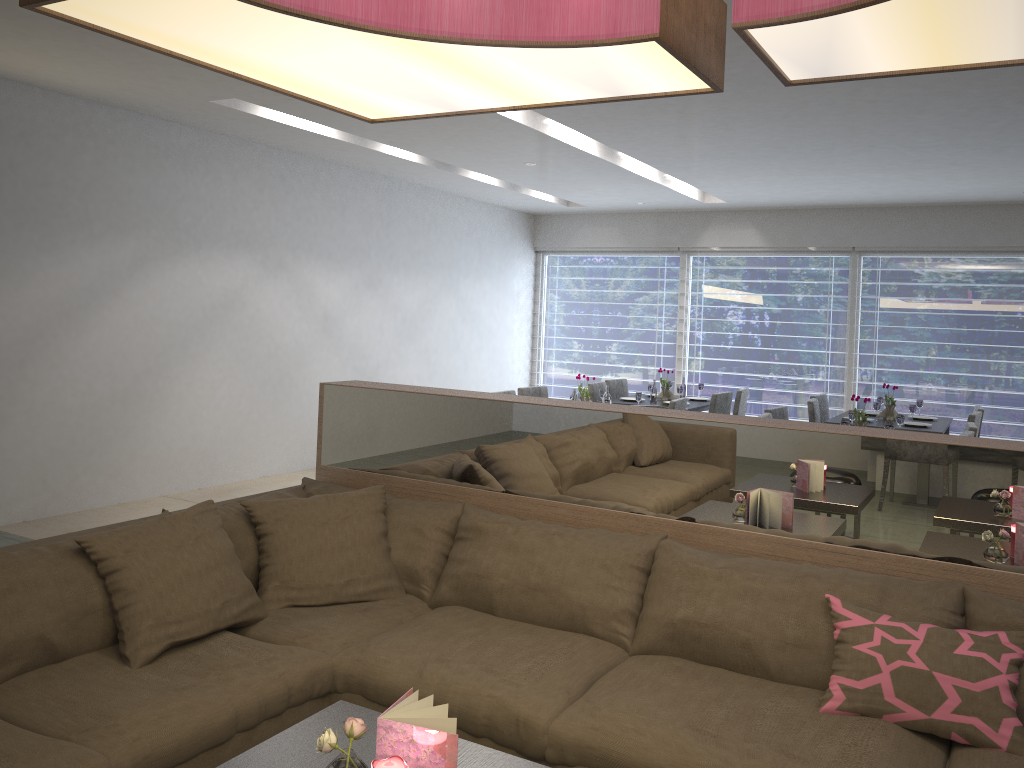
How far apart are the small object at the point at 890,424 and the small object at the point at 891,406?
1.7m

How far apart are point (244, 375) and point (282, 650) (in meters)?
4.43

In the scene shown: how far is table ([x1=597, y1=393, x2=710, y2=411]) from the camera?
7.1m

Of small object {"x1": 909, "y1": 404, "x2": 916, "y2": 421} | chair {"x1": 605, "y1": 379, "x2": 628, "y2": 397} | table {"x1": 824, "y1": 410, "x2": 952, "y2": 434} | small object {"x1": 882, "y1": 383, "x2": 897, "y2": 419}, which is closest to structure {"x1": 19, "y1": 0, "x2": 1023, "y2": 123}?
table {"x1": 824, "y1": 410, "x2": 952, "y2": 434}

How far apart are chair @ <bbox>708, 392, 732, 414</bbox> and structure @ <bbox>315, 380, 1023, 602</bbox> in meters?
4.1

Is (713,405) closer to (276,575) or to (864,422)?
(864,422)

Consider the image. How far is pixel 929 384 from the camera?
8.44m

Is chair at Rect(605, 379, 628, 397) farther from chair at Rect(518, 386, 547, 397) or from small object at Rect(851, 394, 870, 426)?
small object at Rect(851, 394, 870, 426)

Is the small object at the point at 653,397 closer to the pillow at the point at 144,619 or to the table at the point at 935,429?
the table at the point at 935,429

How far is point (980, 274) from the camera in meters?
8.2
